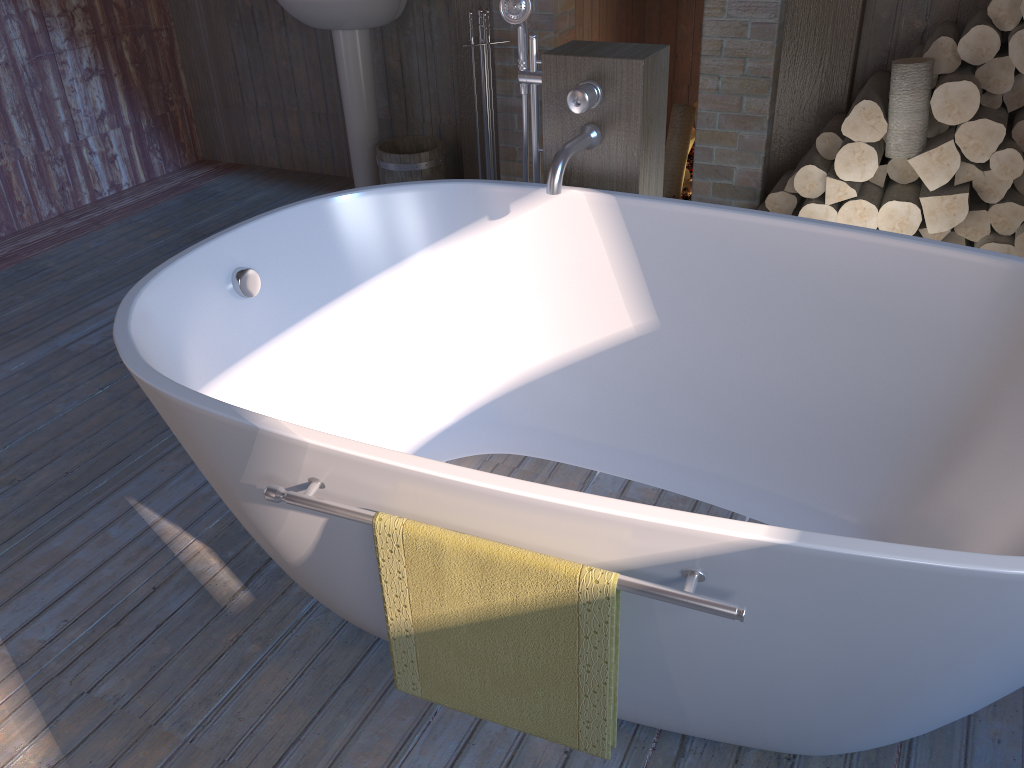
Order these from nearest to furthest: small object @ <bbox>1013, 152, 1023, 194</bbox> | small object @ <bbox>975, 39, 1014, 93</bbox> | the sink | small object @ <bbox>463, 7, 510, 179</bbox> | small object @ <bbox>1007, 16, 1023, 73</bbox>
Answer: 1. small object @ <bbox>1007, 16, 1023, 73</bbox>
2. small object @ <bbox>975, 39, 1014, 93</bbox>
3. small object @ <bbox>1013, 152, 1023, 194</bbox>
4. small object @ <bbox>463, 7, 510, 179</bbox>
5. the sink

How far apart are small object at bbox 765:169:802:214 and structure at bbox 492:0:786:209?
0.1m

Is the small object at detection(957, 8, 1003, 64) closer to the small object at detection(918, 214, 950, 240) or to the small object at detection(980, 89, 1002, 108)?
the small object at detection(980, 89, 1002, 108)

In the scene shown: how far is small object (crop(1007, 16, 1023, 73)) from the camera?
2.5 meters

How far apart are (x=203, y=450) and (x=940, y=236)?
2.5 meters

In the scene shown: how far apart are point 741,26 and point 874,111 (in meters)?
0.62

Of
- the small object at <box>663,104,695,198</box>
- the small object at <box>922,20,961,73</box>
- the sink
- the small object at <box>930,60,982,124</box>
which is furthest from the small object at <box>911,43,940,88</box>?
the sink

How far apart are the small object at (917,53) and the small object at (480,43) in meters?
1.5

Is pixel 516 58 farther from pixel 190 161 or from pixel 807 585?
pixel 807 585

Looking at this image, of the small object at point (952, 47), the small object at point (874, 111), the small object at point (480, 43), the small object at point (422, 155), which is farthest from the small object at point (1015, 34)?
the small object at point (422, 155)
